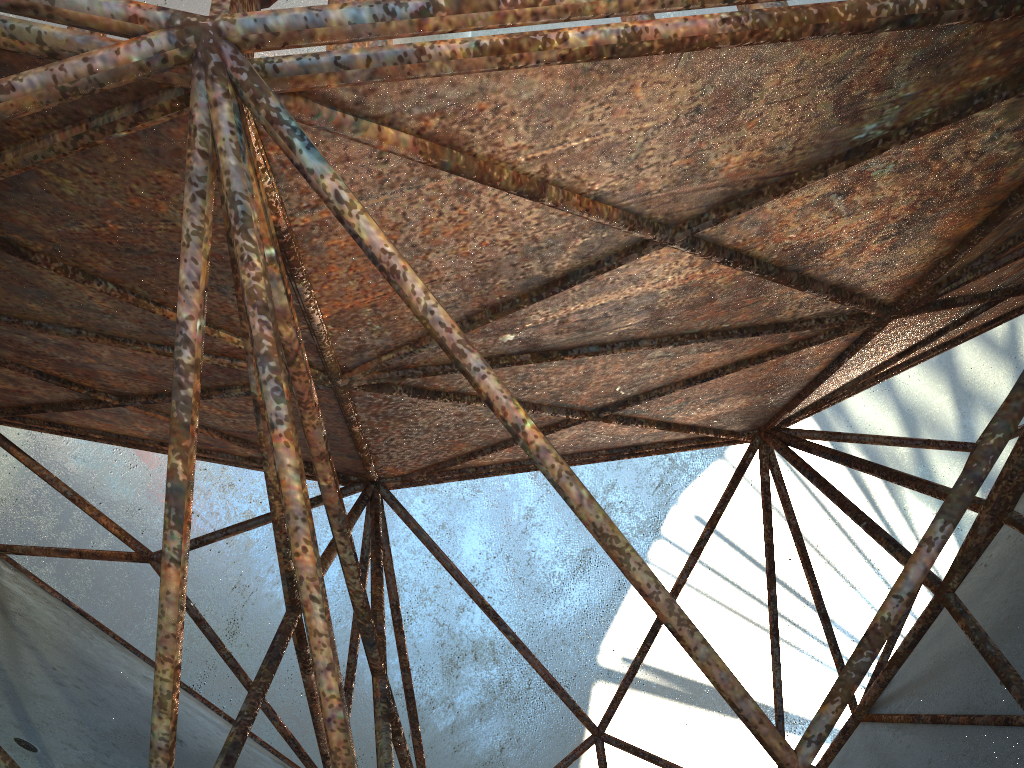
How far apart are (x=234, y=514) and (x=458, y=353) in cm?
1702

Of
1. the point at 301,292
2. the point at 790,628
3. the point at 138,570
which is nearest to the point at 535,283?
the point at 301,292
